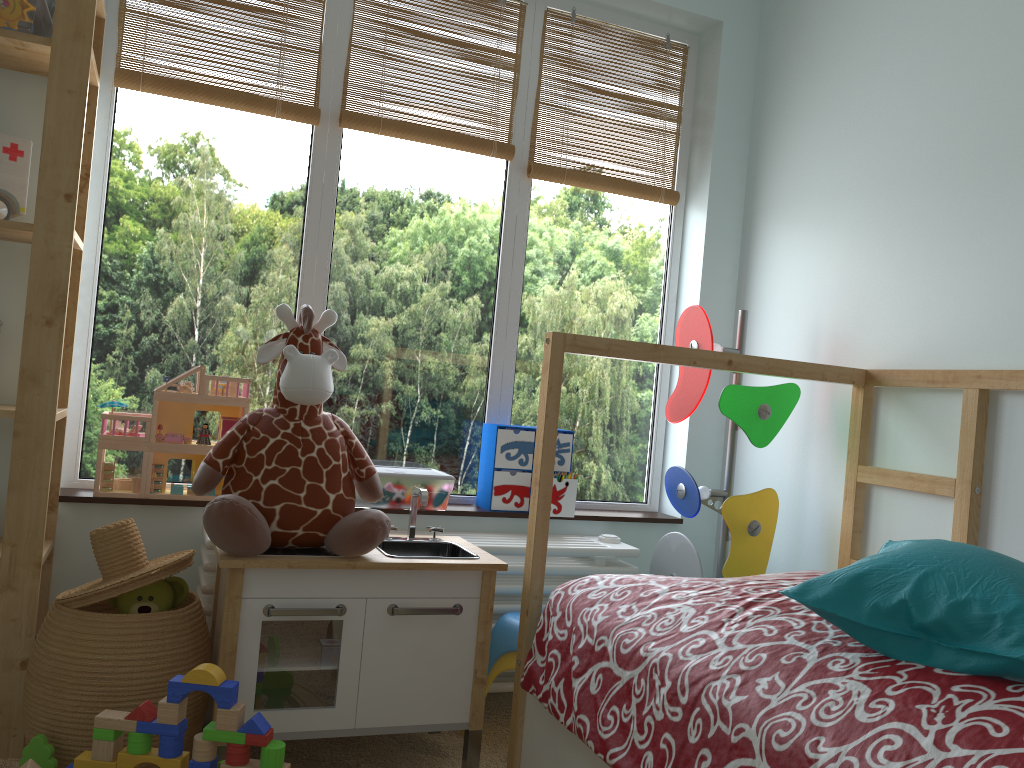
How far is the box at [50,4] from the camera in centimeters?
198cm

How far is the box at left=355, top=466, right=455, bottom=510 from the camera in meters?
2.3

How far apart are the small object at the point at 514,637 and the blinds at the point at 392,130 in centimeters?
129cm

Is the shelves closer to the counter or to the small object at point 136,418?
the small object at point 136,418

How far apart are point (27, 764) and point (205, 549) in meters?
0.7 m

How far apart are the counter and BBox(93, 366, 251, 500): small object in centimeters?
29cm

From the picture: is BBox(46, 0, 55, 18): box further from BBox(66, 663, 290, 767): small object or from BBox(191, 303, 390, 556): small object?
BBox(66, 663, 290, 767): small object

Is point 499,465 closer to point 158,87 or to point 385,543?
point 385,543

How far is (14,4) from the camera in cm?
178

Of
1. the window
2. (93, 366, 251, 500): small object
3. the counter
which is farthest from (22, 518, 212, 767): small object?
the window
